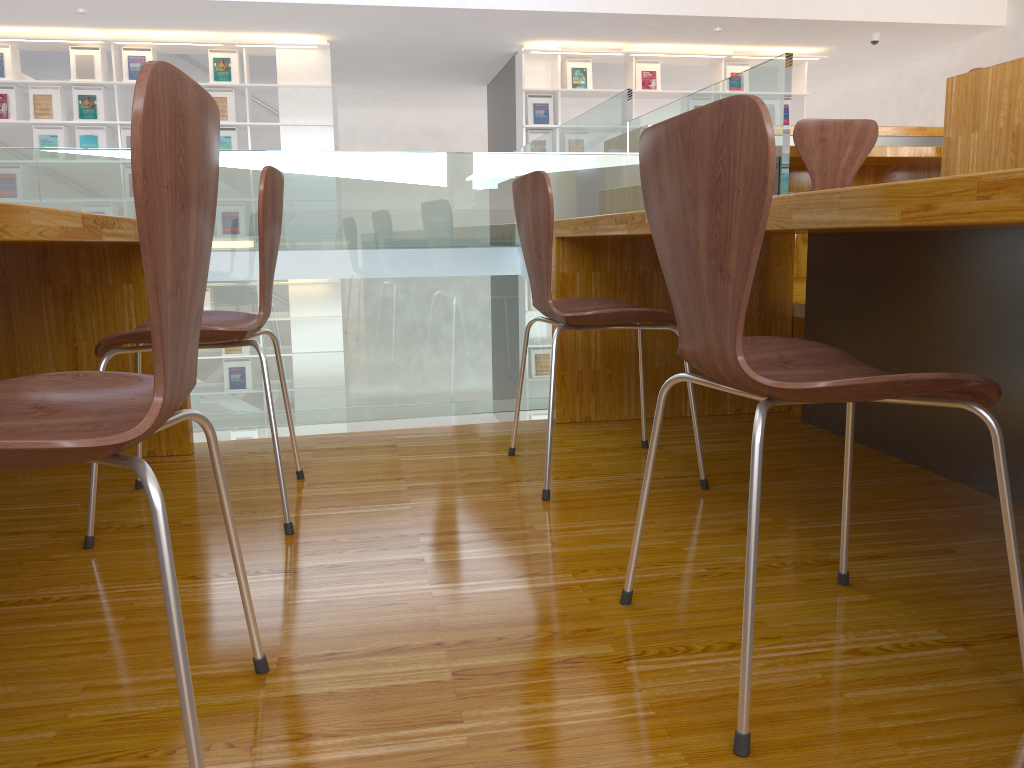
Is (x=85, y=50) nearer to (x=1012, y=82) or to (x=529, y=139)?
(x=529, y=139)

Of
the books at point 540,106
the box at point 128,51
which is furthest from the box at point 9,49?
the books at point 540,106

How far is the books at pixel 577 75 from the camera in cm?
836

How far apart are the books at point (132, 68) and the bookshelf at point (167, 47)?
0.1 meters

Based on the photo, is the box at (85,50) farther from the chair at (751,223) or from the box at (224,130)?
the chair at (751,223)

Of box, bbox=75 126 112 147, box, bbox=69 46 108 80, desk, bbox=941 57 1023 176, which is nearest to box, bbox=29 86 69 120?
box, bbox=75 126 112 147

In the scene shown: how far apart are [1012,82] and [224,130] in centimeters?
703cm

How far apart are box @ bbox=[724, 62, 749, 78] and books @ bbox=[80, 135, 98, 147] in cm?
586

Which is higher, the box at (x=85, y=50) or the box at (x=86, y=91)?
the box at (x=85, y=50)

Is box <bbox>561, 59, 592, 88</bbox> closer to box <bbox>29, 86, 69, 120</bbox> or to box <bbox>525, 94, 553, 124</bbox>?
Answer: box <bbox>525, 94, 553, 124</bbox>
